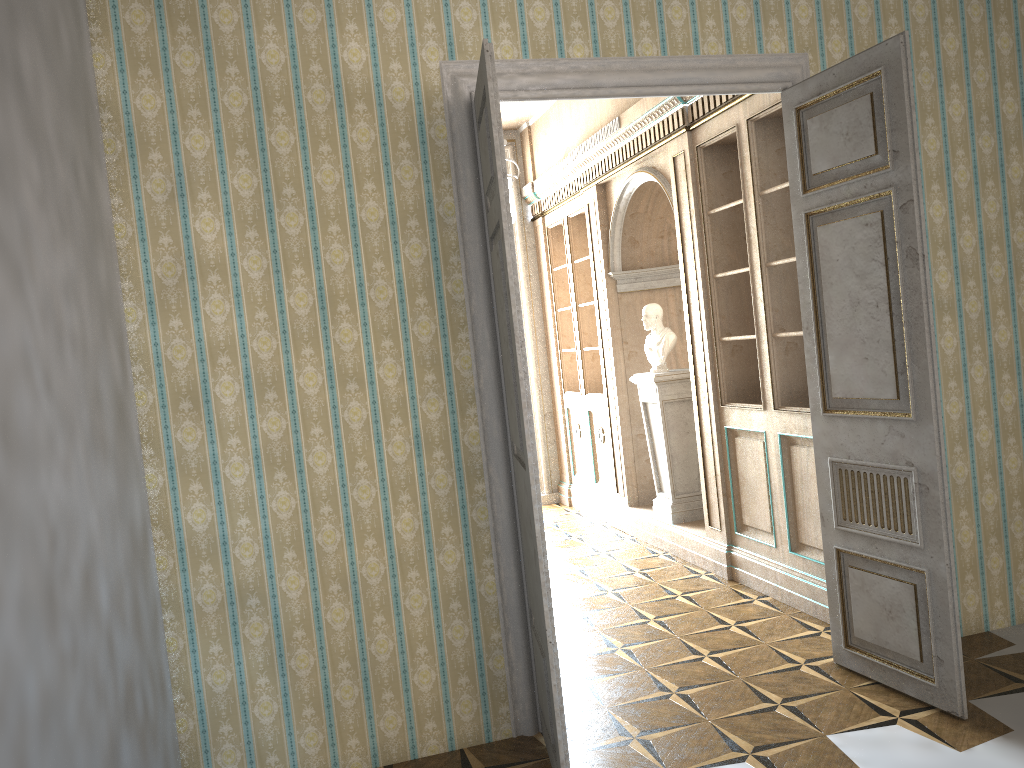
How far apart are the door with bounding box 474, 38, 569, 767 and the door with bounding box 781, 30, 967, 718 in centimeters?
143cm

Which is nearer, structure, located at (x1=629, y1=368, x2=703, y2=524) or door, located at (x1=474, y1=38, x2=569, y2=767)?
door, located at (x1=474, y1=38, x2=569, y2=767)

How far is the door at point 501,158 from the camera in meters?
3.0 m

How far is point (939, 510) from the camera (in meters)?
3.42

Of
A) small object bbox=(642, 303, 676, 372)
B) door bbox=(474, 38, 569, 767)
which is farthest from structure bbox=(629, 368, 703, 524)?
door bbox=(474, 38, 569, 767)

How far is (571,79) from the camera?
3.7m

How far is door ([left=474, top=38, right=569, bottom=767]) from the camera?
3.0m

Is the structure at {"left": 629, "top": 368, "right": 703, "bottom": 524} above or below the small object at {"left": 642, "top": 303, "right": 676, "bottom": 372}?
below

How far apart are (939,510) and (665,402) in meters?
3.1 m

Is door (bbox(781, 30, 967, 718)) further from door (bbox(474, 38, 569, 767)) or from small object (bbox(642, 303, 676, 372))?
small object (bbox(642, 303, 676, 372))
